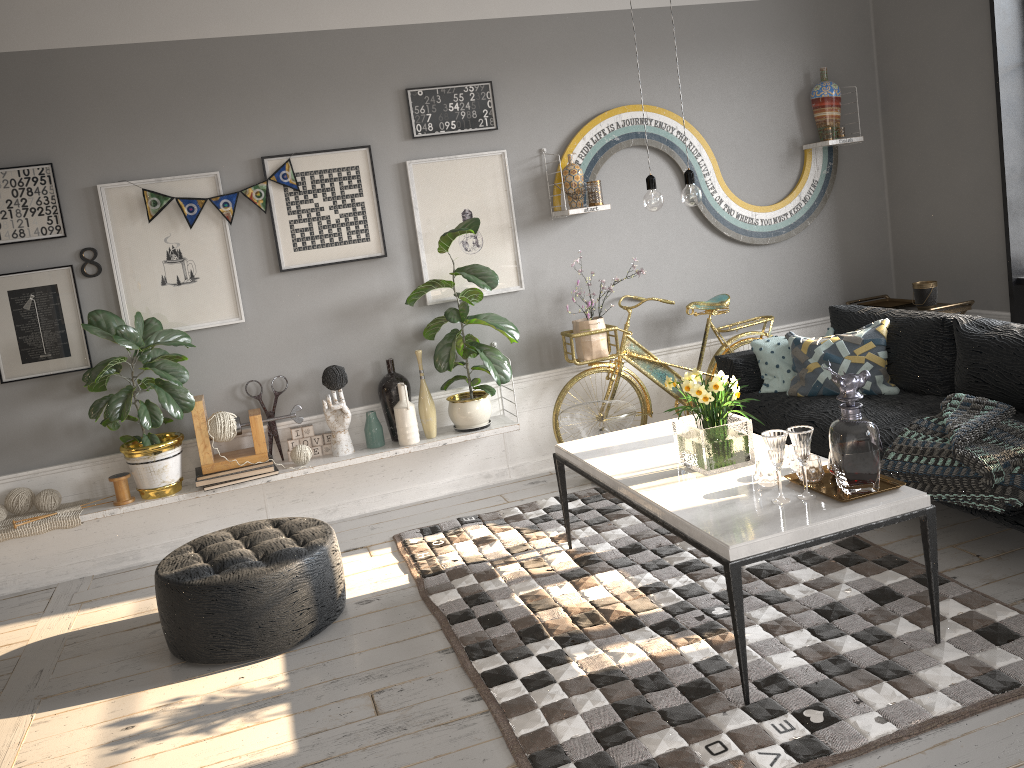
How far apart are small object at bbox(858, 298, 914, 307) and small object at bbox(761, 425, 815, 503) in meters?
3.1 m

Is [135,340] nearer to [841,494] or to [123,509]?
[123,509]

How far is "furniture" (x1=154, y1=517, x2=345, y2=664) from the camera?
3.33m

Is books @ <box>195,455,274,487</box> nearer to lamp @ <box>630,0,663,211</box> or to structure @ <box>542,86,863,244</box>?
structure @ <box>542,86,863,244</box>

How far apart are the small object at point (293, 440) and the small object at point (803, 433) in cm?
265

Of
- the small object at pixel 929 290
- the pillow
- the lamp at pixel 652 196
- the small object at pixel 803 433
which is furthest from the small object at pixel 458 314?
the small object at pixel 929 290

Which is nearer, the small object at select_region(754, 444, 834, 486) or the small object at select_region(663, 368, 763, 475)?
the small object at select_region(754, 444, 834, 486)

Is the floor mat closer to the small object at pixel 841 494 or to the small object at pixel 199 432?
the small object at pixel 841 494

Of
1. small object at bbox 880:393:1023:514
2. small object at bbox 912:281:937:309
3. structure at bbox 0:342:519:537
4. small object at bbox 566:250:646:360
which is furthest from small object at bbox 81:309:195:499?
small object at bbox 912:281:937:309

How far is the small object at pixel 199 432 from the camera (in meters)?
4.43
